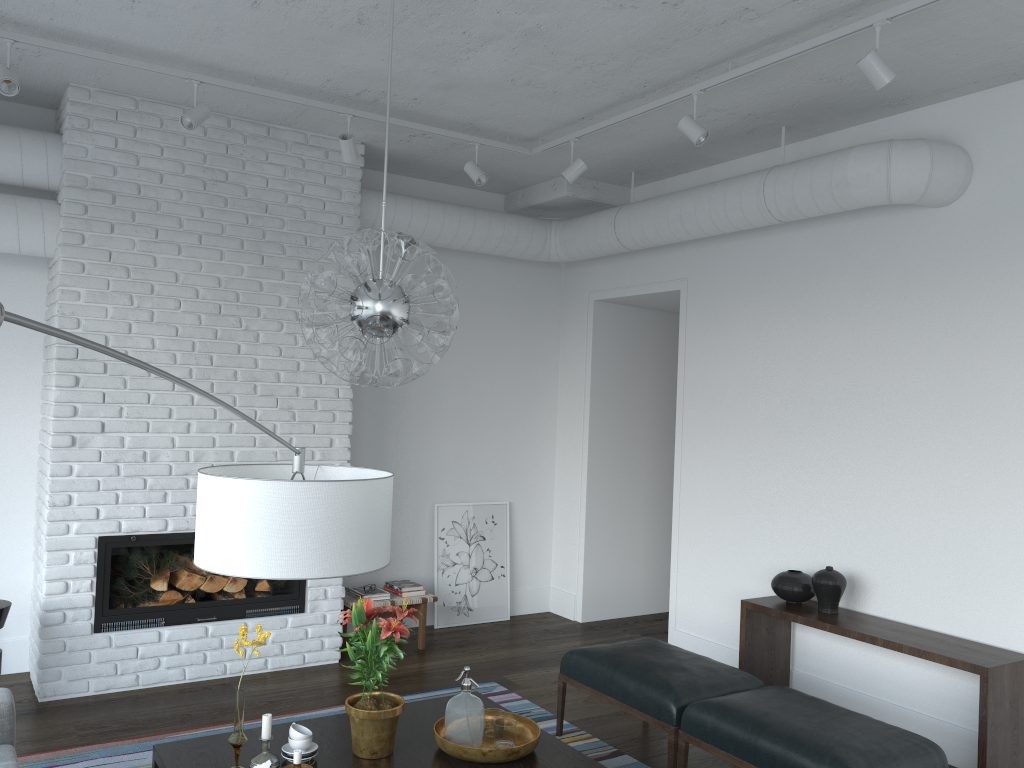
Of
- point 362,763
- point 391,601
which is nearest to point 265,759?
point 362,763

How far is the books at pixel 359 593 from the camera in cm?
570

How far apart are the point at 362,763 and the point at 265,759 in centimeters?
32cm

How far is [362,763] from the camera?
3.0m

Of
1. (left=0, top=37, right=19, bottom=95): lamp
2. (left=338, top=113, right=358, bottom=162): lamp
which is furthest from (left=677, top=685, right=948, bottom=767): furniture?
(left=0, top=37, right=19, bottom=95): lamp

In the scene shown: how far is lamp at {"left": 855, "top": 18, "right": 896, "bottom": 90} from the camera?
3.3 meters

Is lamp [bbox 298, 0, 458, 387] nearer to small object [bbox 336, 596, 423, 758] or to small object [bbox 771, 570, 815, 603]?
small object [bbox 336, 596, 423, 758]

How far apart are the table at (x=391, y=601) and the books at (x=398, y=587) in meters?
0.1

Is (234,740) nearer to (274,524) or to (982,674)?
(274,524)

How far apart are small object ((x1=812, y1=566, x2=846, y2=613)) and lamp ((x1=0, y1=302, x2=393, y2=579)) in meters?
3.2
